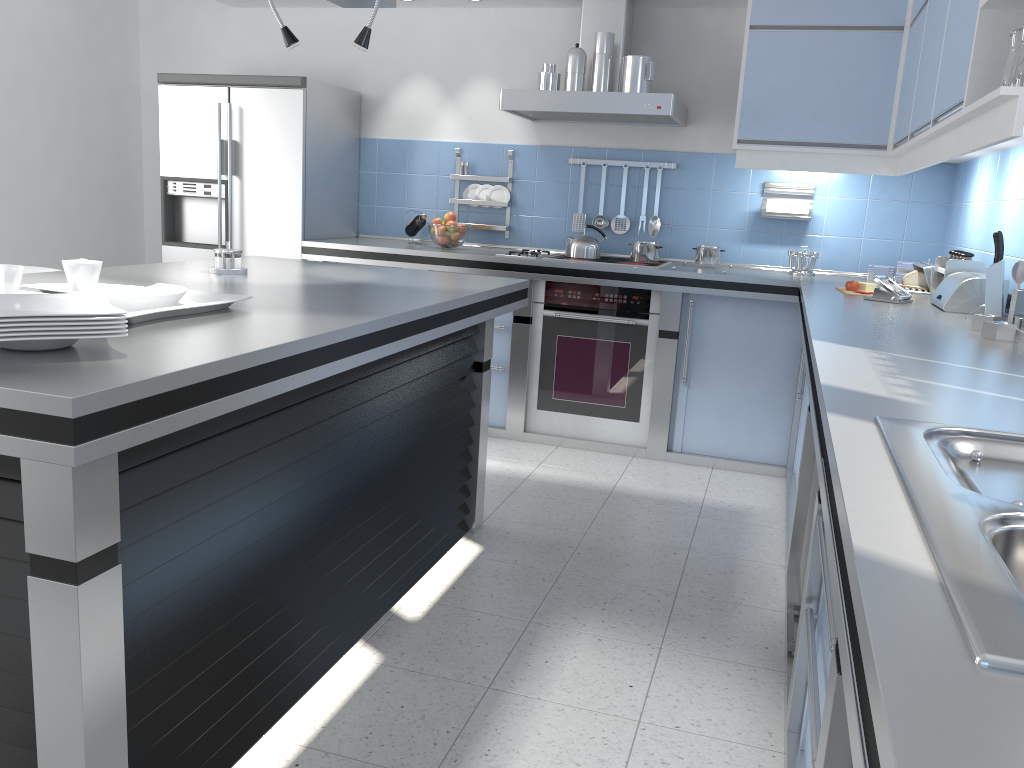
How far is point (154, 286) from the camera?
2.1m

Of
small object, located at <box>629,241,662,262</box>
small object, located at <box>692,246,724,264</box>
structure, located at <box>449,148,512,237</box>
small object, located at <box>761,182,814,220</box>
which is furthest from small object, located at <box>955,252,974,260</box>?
structure, located at <box>449,148,512,237</box>

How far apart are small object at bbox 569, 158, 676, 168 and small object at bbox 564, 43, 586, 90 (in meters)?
0.60

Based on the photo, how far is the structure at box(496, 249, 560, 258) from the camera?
4.7 meters

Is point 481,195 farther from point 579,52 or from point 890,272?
point 890,272

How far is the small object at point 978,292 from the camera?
3.08m

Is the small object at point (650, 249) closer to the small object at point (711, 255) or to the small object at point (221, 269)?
the small object at point (711, 255)

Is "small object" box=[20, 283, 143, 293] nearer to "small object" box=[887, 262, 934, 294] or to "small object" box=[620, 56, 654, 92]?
"small object" box=[620, 56, 654, 92]

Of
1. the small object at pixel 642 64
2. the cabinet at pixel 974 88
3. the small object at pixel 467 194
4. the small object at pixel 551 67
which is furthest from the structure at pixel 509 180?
the cabinet at pixel 974 88

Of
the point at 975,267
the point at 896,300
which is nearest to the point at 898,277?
the point at 975,267
